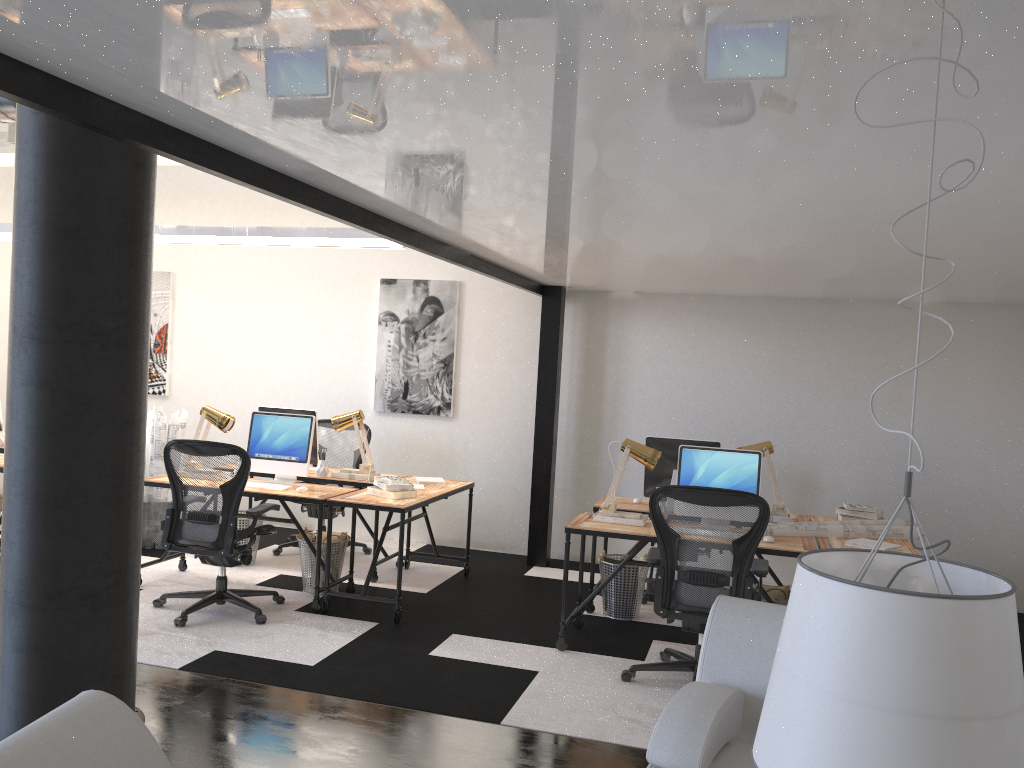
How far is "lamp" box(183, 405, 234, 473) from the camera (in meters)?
6.05

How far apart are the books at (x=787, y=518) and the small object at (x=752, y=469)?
0.6m

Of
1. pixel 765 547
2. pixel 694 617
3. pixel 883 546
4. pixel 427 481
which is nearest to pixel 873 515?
pixel 883 546

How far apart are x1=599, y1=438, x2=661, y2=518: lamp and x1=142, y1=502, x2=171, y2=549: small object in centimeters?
378cm

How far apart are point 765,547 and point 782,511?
1.0m

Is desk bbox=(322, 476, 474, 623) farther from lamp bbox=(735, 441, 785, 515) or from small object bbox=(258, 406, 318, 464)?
lamp bbox=(735, 441, 785, 515)

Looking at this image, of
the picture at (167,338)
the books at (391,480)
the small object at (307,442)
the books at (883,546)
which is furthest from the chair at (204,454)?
the books at (883,546)

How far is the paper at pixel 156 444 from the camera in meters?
6.9 m

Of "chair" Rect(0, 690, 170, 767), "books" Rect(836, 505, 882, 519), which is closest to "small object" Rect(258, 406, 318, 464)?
"books" Rect(836, 505, 882, 519)

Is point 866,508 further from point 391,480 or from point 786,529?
point 391,480
